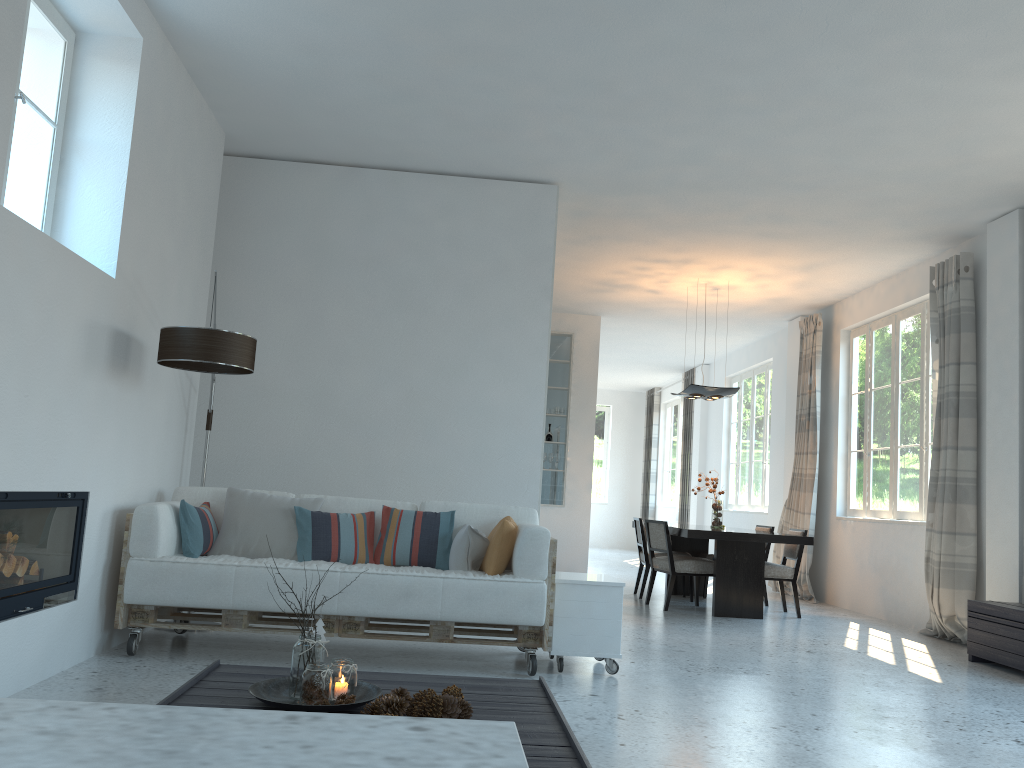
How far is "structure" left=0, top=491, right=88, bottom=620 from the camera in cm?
346

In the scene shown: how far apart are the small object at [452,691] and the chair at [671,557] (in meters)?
5.13

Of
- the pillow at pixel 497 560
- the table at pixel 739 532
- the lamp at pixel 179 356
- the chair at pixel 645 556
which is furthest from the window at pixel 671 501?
the lamp at pixel 179 356

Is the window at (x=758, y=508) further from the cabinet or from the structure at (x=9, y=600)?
the structure at (x=9, y=600)

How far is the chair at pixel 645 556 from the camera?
8.68m

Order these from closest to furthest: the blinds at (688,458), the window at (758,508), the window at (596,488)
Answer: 1. the window at (758,508)
2. the blinds at (688,458)
3. the window at (596,488)

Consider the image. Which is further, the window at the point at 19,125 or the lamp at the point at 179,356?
the lamp at the point at 179,356

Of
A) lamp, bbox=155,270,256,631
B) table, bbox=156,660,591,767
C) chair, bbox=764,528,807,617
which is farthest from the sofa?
chair, bbox=764,528,807,617

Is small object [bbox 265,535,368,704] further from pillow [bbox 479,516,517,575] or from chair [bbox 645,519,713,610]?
chair [bbox 645,519,713,610]

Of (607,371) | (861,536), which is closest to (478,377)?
(861,536)
